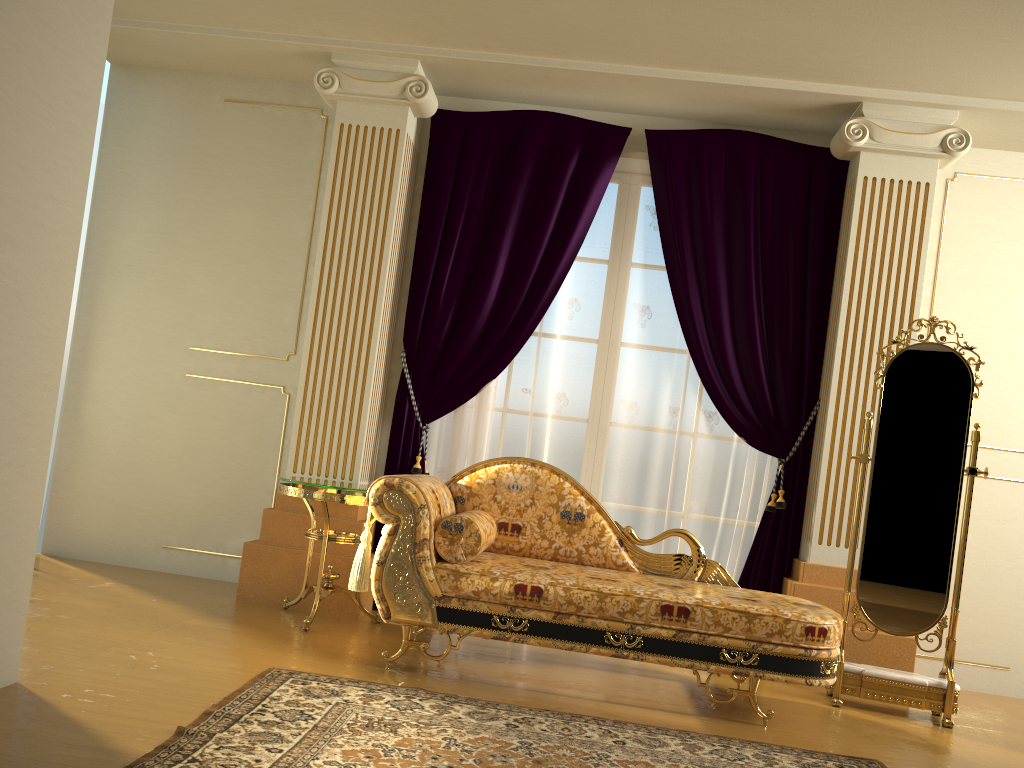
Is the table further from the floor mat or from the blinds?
the floor mat

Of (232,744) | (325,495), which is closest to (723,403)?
(325,495)

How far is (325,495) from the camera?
3.8m

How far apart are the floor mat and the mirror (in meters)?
0.76

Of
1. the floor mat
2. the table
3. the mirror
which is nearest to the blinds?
the table

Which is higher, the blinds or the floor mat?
the blinds

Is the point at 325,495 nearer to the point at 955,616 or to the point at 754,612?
the point at 754,612

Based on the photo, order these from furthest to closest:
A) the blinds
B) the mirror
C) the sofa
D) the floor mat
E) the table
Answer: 1. the blinds
2. the table
3. the mirror
4. the sofa
5. the floor mat

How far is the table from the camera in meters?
3.8 m

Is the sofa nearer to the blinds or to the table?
the table
